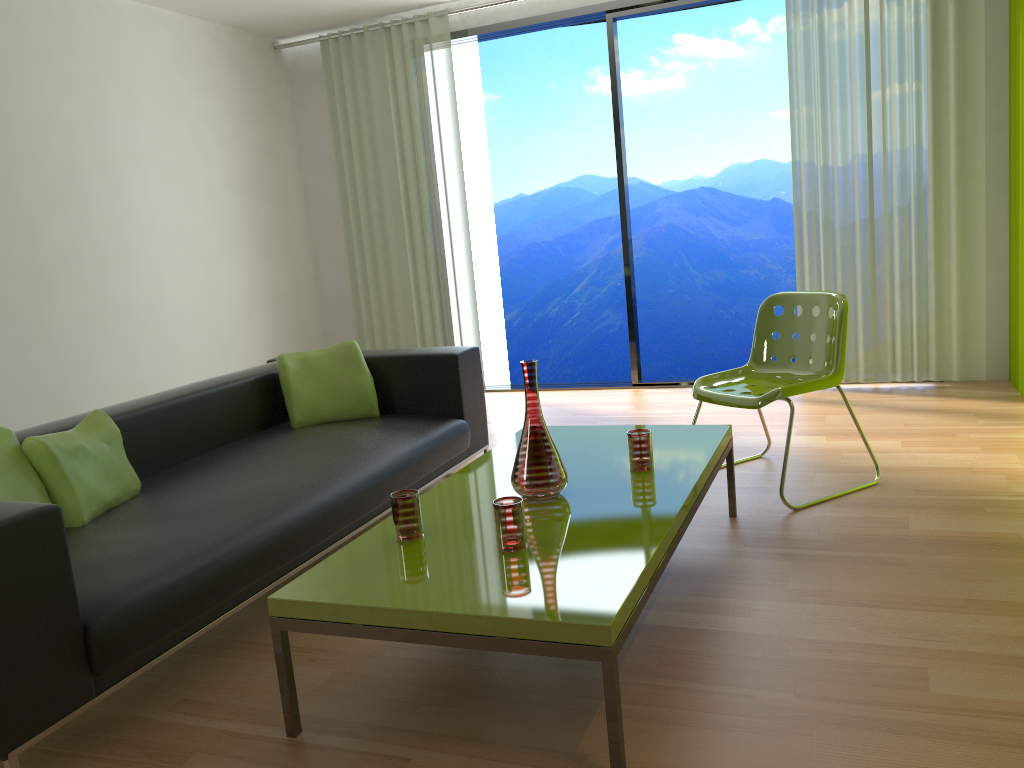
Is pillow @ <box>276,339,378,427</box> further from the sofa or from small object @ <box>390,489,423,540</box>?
small object @ <box>390,489,423,540</box>

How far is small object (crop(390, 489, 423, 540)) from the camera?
2.29m

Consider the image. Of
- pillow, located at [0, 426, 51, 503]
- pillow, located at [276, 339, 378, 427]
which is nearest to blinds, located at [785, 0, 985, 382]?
pillow, located at [276, 339, 378, 427]

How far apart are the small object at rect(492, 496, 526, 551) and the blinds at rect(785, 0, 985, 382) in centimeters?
370cm

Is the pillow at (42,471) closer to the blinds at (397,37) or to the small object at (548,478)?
the small object at (548,478)

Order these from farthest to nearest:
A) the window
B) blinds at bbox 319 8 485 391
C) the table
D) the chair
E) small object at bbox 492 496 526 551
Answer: blinds at bbox 319 8 485 391 → the window → the chair → small object at bbox 492 496 526 551 → the table

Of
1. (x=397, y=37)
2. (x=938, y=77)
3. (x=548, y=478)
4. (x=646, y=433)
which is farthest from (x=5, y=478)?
(x=938, y=77)

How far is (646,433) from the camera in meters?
2.7 m

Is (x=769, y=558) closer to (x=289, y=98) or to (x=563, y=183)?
(x=289, y=98)

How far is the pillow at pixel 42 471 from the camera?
2.6m
